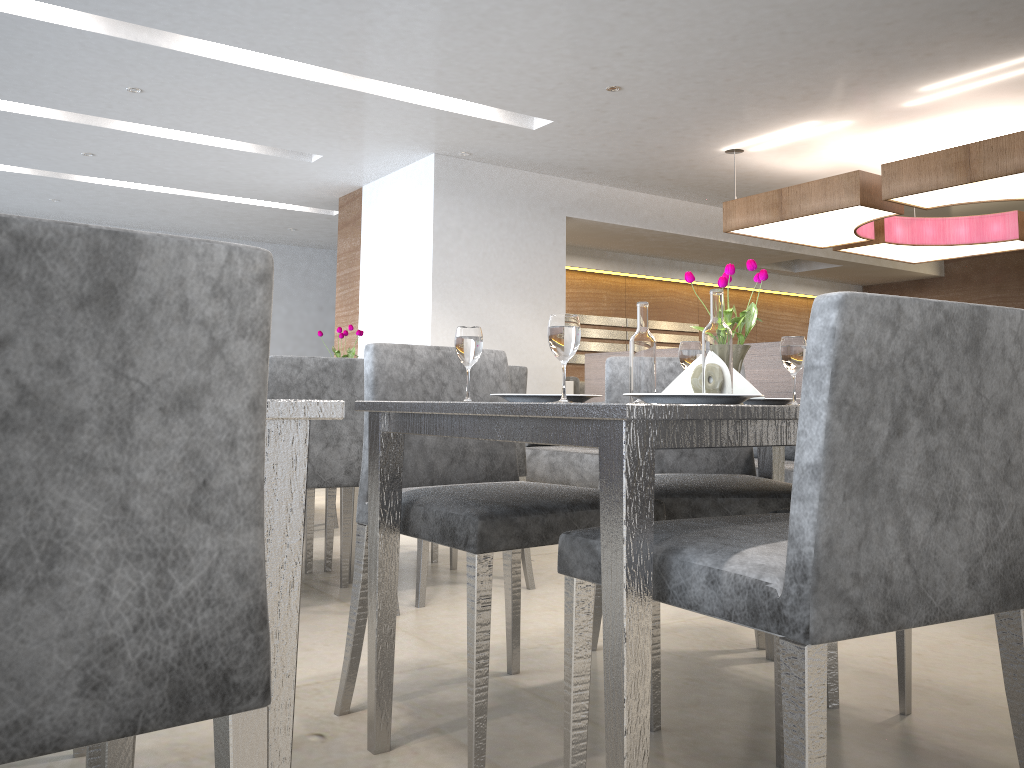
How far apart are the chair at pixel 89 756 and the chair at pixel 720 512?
1.1 meters

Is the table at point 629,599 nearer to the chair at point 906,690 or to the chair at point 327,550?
the chair at point 906,690

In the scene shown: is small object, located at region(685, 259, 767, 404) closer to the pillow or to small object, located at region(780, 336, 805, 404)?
small object, located at region(780, 336, 805, 404)

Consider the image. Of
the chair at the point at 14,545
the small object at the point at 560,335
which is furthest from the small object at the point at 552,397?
the chair at the point at 14,545

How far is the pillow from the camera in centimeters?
469cm

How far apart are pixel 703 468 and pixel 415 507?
0.94m

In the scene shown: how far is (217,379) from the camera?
0.71m

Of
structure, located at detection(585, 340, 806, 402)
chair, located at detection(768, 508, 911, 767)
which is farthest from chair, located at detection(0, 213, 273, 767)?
structure, located at detection(585, 340, 806, 402)

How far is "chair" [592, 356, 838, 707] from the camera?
1.9 meters

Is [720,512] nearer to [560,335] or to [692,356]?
[692,356]
